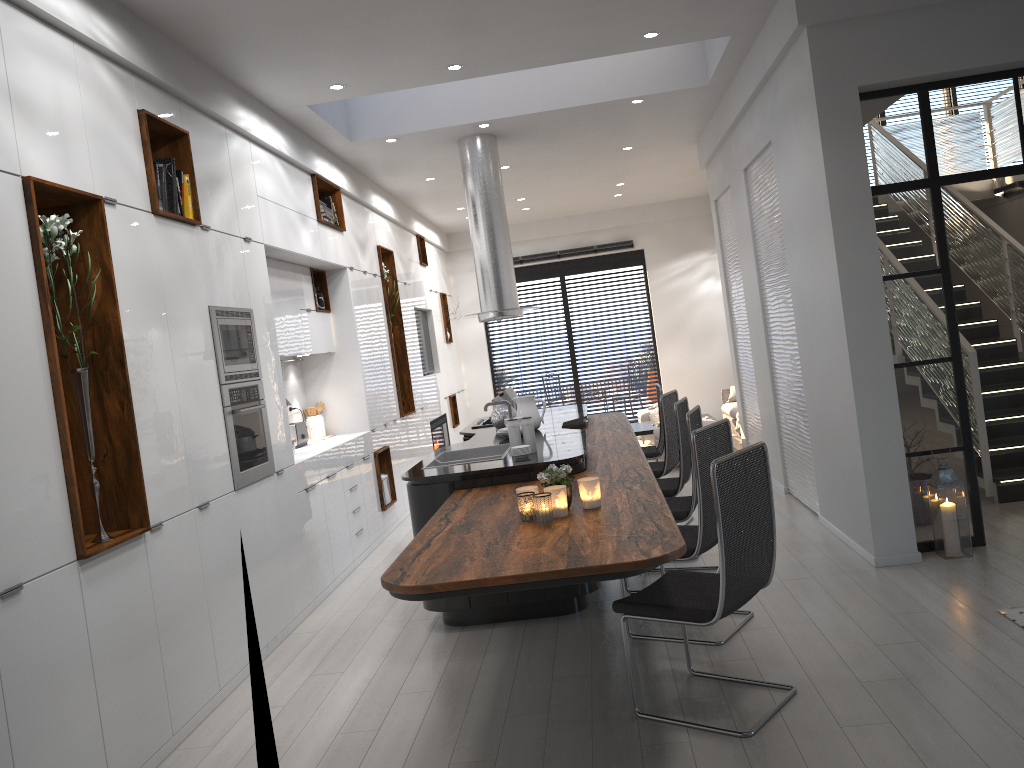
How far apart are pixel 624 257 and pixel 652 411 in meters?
3.0

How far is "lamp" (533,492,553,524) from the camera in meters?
3.6 m

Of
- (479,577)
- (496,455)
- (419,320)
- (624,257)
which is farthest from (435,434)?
(479,577)

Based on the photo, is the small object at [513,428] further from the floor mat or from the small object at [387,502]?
the small object at [387,502]

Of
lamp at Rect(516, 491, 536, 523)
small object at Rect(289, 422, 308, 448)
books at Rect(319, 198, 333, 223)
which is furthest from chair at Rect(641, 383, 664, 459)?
lamp at Rect(516, 491, 536, 523)

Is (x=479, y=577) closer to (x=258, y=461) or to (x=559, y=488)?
(x=559, y=488)

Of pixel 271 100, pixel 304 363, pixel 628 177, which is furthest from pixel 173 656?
pixel 628 177

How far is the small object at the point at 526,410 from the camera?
6.5 meters

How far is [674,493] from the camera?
5.76m

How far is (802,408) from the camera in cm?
645
